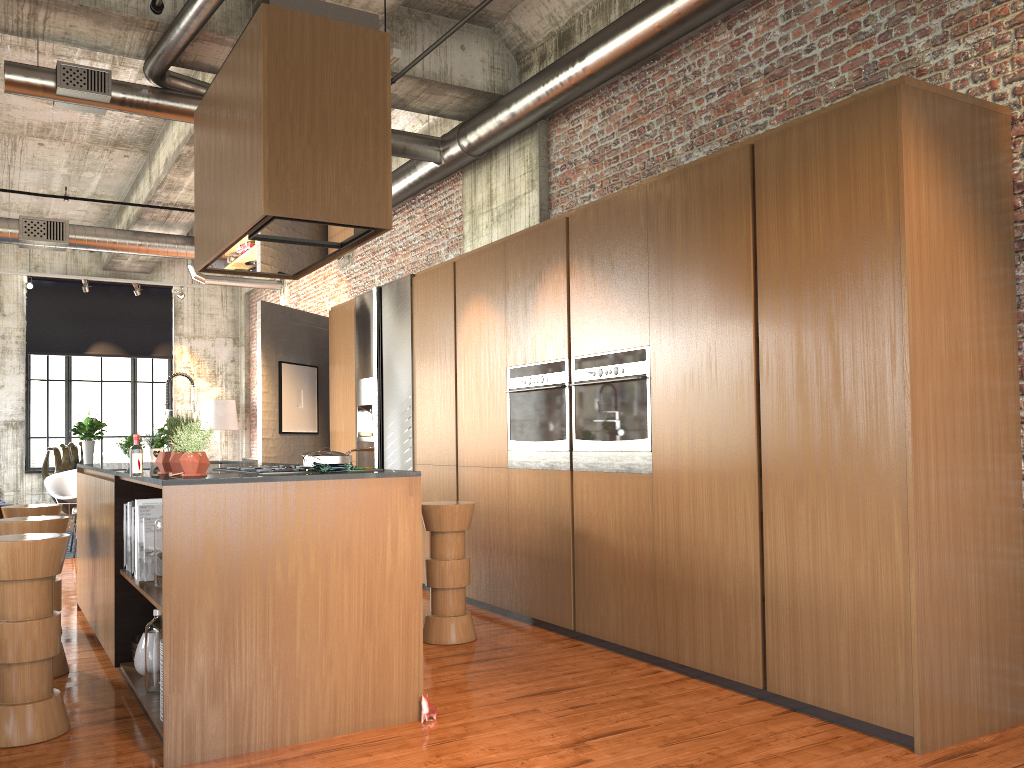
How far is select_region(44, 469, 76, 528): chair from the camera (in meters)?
14.58

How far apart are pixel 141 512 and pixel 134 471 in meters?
0.7

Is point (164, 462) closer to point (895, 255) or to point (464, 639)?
point (464, 639)

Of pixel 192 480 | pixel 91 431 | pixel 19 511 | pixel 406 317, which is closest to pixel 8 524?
pixel 19 511

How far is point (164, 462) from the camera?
Answer: 4.7m

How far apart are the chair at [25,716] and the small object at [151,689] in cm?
42

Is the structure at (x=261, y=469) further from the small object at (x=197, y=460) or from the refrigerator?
the refrigerator

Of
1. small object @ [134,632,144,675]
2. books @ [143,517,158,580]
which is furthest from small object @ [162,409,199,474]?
small object @ [134,632,144,675]

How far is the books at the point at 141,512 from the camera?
4.9m

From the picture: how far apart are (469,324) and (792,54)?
3.28m
